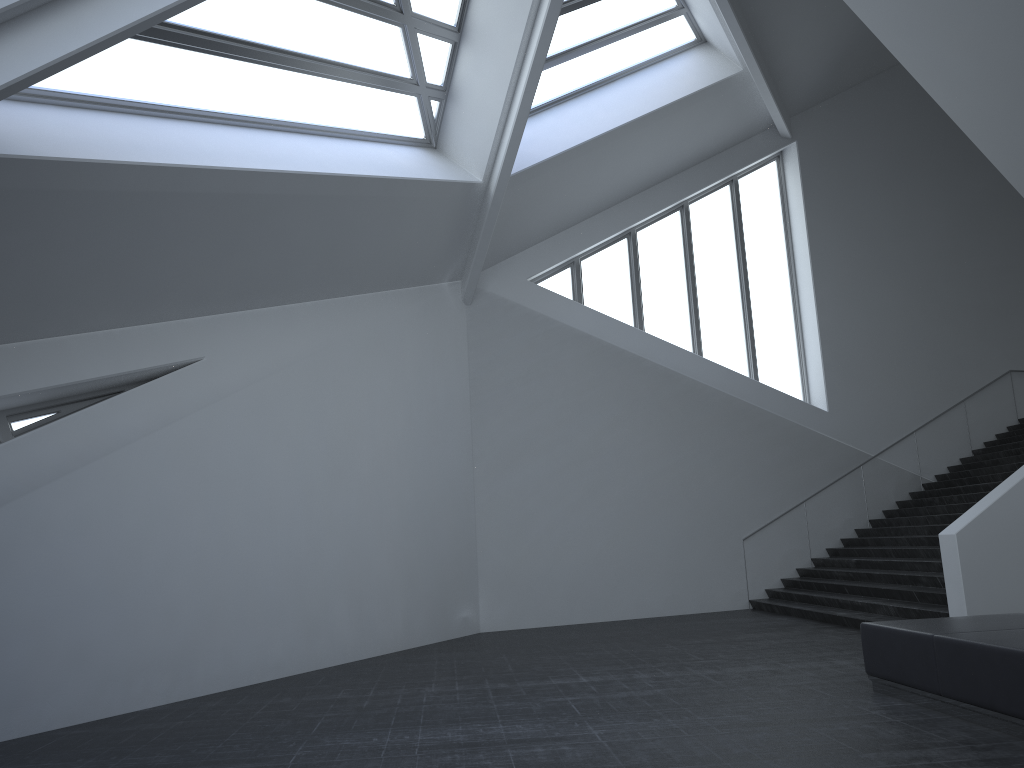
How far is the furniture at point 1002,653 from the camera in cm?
579

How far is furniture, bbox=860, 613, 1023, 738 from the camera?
5.8m

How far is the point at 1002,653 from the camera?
5.8m

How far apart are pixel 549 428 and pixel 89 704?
9.07m

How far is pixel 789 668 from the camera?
9.07m
